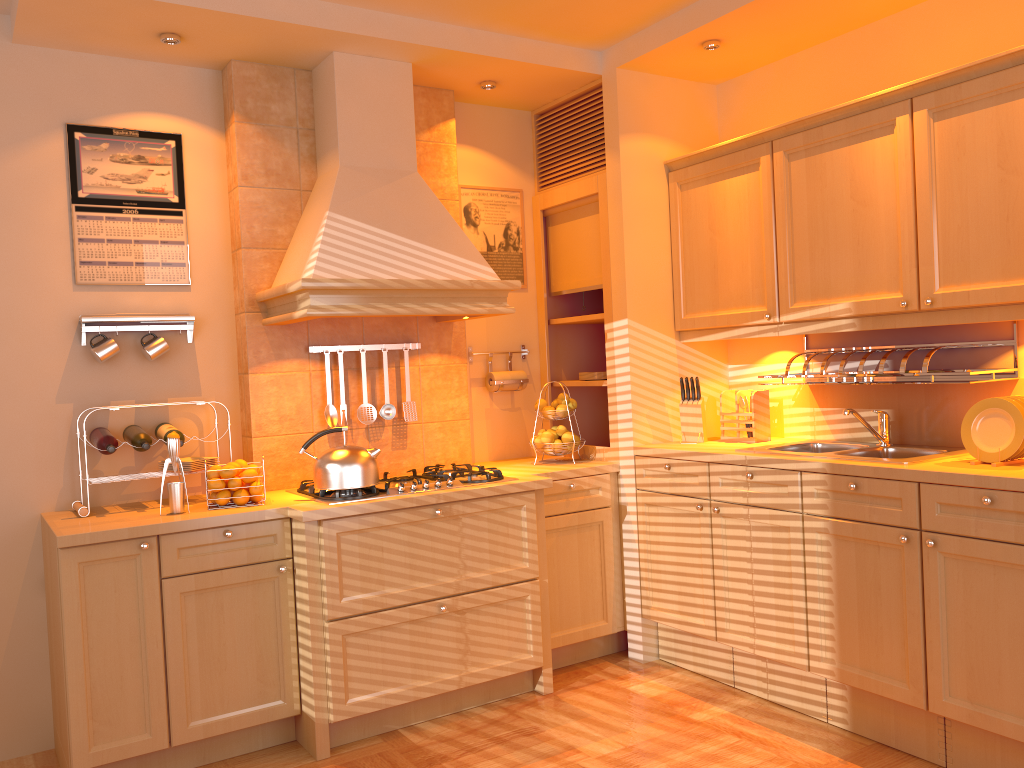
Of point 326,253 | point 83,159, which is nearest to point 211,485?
point 326,253

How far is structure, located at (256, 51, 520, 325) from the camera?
3.2m

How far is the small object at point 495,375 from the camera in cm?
Answer: 419

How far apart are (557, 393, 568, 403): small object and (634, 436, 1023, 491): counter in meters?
0.4 m

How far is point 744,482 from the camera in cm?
335

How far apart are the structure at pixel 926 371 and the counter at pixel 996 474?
0.28m

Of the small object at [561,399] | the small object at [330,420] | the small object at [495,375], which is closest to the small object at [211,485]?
the small object at [330,420]

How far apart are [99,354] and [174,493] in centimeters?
65cm

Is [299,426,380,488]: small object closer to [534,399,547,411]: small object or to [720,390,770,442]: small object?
[534,399,547,411]: small object

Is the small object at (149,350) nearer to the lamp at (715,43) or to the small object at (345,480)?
the small object at (345,480)
